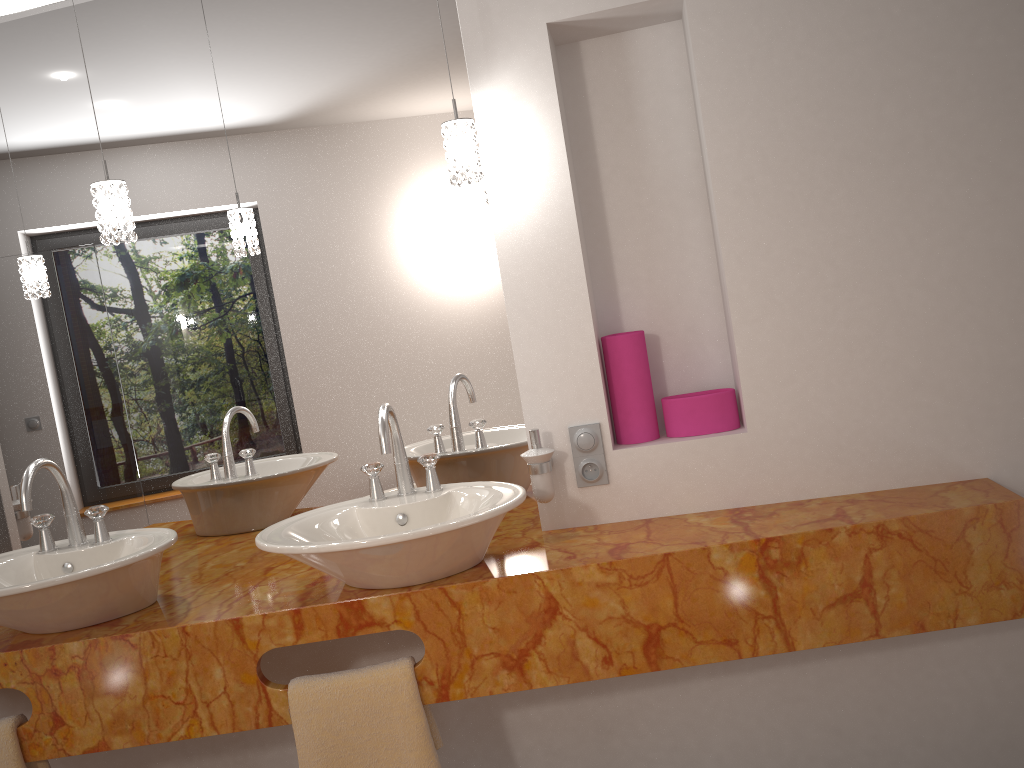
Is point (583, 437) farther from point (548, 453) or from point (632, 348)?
point (632, 348)

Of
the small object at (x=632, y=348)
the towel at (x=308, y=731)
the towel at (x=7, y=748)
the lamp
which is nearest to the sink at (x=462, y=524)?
the towel at (x=308, y=731)

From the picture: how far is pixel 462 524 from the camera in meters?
1.6 m

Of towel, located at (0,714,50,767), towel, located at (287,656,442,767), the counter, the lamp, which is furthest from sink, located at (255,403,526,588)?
towel, located at (0,714,50,767)

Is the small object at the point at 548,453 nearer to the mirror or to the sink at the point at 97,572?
the mirror

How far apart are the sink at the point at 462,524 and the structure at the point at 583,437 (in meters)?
0.24

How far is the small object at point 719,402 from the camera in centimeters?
202cm

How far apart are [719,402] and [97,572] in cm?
134

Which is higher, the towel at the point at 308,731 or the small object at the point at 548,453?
the small object at the point at 548,453

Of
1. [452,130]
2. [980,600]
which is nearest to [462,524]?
[452,130]
